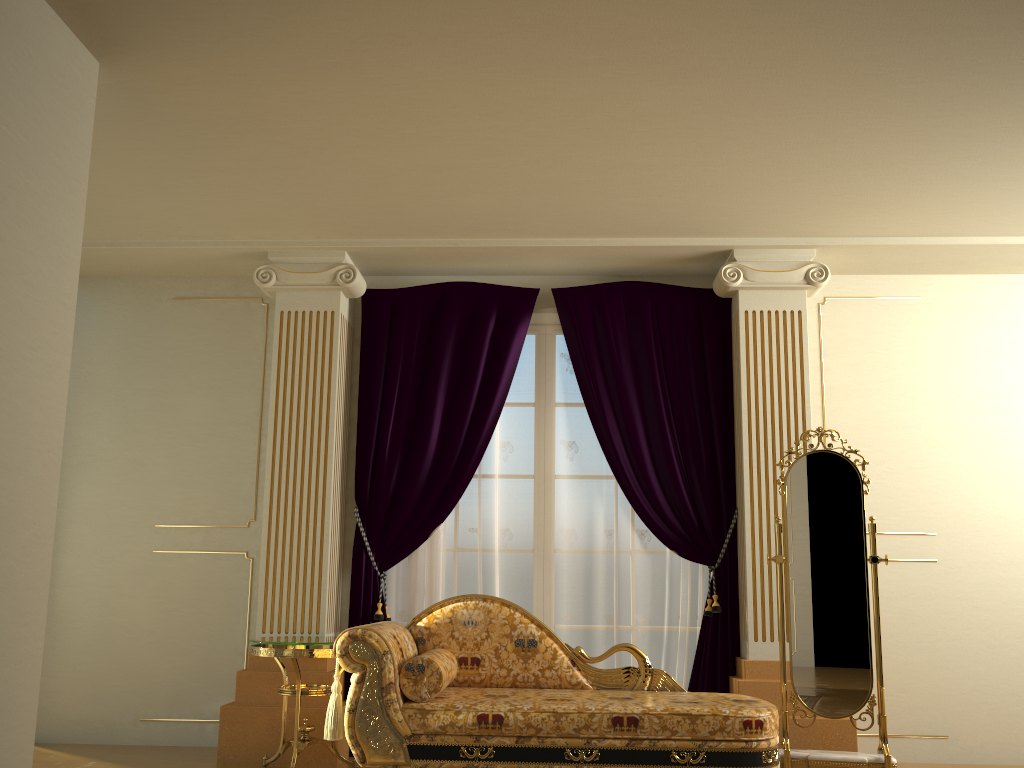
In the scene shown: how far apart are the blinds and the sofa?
0.6m

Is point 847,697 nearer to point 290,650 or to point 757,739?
point 757,739

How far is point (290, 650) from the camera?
4.0 meters

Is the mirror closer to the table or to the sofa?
the sofa

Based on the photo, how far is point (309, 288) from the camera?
5.0 meters

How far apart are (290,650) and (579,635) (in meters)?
1.57

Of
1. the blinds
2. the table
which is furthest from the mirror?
the table

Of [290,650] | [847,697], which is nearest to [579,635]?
[847,697]

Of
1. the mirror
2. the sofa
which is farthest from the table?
the mirror

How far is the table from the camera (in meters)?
4.01
